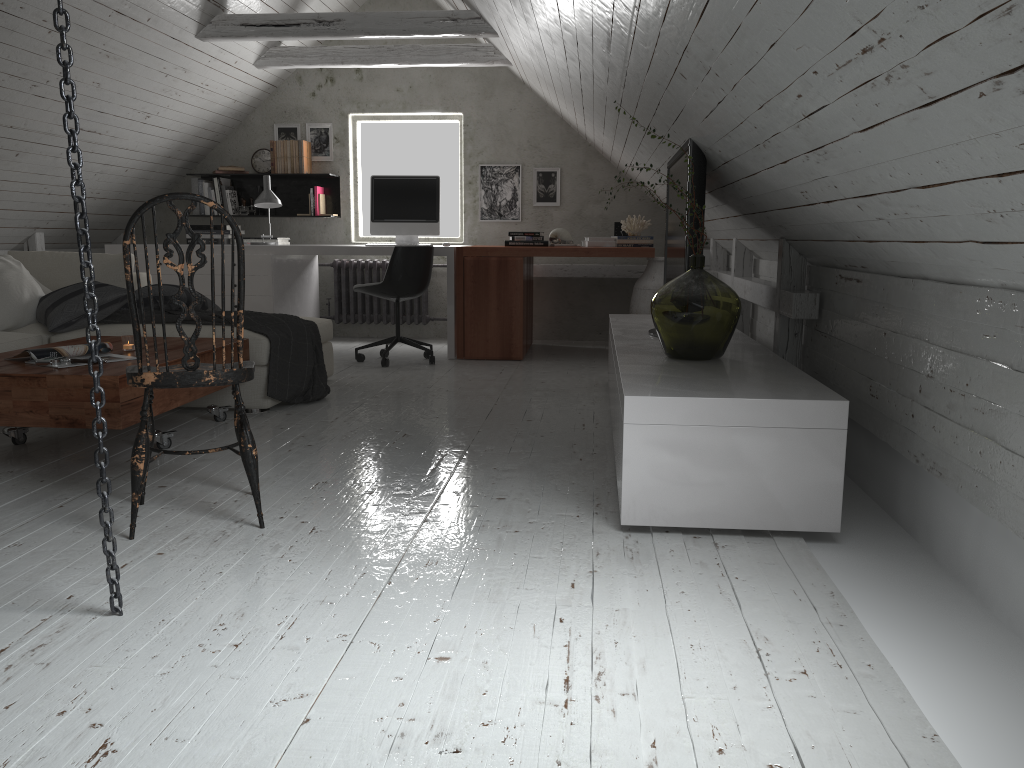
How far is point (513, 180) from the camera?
6.95m

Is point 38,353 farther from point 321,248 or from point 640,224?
point 640,224

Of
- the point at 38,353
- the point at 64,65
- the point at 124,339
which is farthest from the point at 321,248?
the point at 64,65

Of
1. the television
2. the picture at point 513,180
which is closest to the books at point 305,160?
the picture at point 513,180

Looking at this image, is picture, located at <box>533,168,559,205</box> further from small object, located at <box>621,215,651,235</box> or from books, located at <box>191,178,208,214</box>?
books, located at <box>191,178,208,214</box>

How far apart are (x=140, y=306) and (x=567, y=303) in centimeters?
500cm

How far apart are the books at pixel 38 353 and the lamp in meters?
2.9

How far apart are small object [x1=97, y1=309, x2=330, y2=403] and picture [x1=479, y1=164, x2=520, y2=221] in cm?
268

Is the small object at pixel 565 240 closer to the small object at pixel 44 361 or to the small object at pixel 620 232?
the small object at pixel 620 232

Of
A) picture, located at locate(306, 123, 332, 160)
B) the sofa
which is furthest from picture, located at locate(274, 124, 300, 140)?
the sofa
